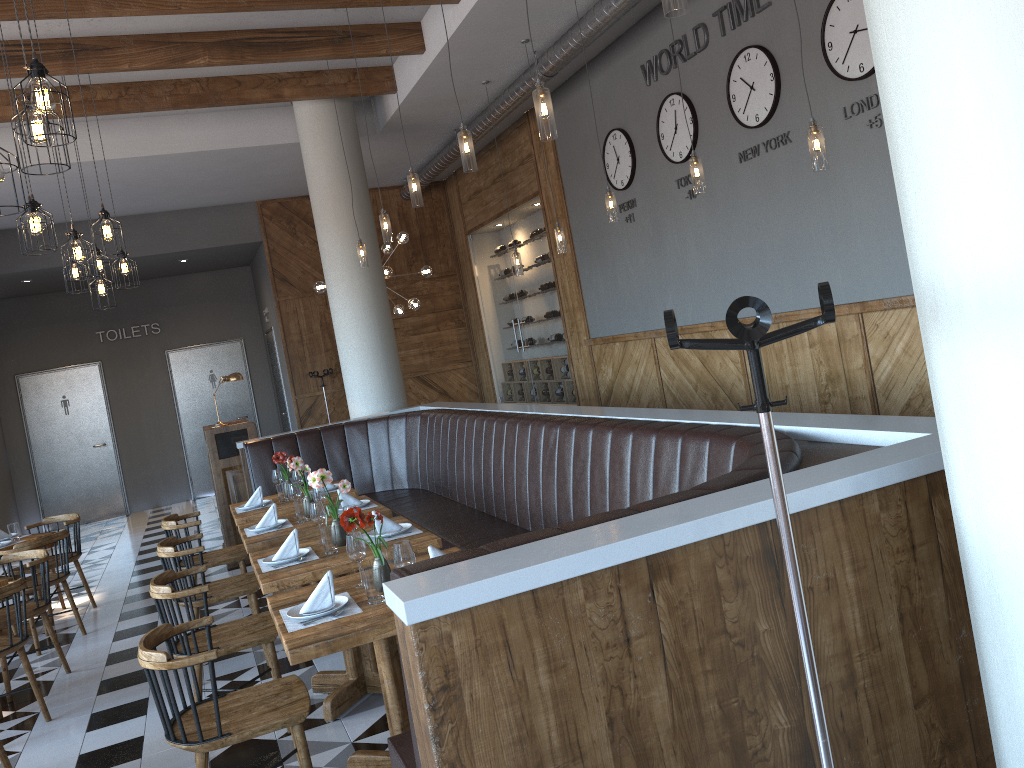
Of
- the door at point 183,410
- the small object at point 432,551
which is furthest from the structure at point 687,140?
the door at point 183,410

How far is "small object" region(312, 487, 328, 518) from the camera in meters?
5.4 m

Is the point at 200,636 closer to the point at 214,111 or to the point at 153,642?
the point at 153,642

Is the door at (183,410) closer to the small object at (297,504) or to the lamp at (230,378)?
the lamp at (230,378)

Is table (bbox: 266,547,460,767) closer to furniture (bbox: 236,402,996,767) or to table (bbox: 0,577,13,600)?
furniture (bbox: 236,402,996,767)

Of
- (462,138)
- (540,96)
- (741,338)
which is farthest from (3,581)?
(741,338)

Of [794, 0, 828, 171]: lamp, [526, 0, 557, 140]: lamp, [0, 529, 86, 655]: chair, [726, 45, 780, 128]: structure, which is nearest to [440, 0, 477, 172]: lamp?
[526, 0, 557, 140]: lamp

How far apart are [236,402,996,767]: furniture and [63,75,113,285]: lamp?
1.9m

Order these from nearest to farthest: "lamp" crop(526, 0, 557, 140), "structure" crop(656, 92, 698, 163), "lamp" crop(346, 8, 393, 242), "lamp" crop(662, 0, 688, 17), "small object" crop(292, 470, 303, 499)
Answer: "lamp" crop(662, 0, 688, 17) < "lamp" crop(526, 0, 557, 140) < "small object" crop(292, 470, 303, 499) < "lamp" crop(346, 8, 393, 242) < "structure" crop(656, 92, 698, 163)

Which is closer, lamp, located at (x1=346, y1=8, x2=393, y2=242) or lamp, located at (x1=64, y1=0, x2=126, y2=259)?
lamp, located at (x1=64, y1=0, x2=126, y2=259)
